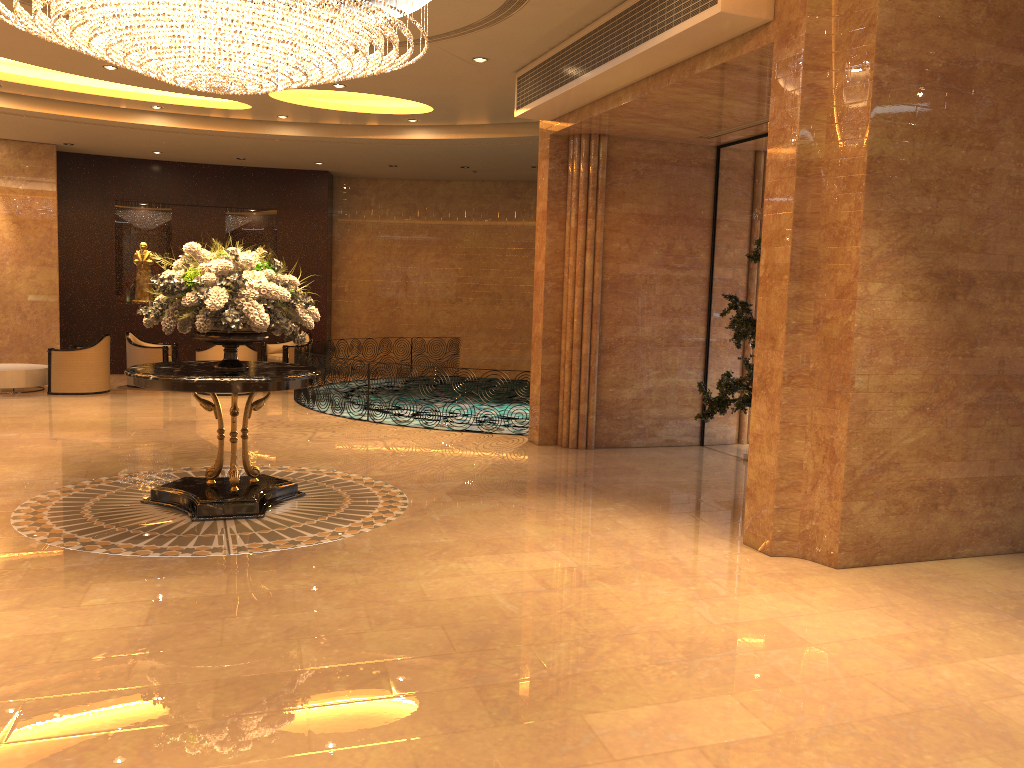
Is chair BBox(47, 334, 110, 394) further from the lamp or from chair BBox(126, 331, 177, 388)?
the lamp

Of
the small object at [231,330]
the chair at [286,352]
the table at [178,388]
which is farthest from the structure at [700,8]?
the chair at [286,352]

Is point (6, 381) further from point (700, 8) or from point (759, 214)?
point (700, 8)

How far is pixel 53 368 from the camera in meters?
13.3

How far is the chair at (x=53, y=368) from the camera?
13.31m

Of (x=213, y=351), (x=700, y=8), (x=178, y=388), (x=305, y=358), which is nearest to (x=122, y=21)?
(x=178, y=388)

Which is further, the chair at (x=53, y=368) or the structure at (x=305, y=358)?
the chair at (x=53, y=368)

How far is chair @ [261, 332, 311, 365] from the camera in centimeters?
1569cm

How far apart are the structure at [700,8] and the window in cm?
207

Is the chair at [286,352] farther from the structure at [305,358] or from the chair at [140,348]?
the chair at [140,348]
